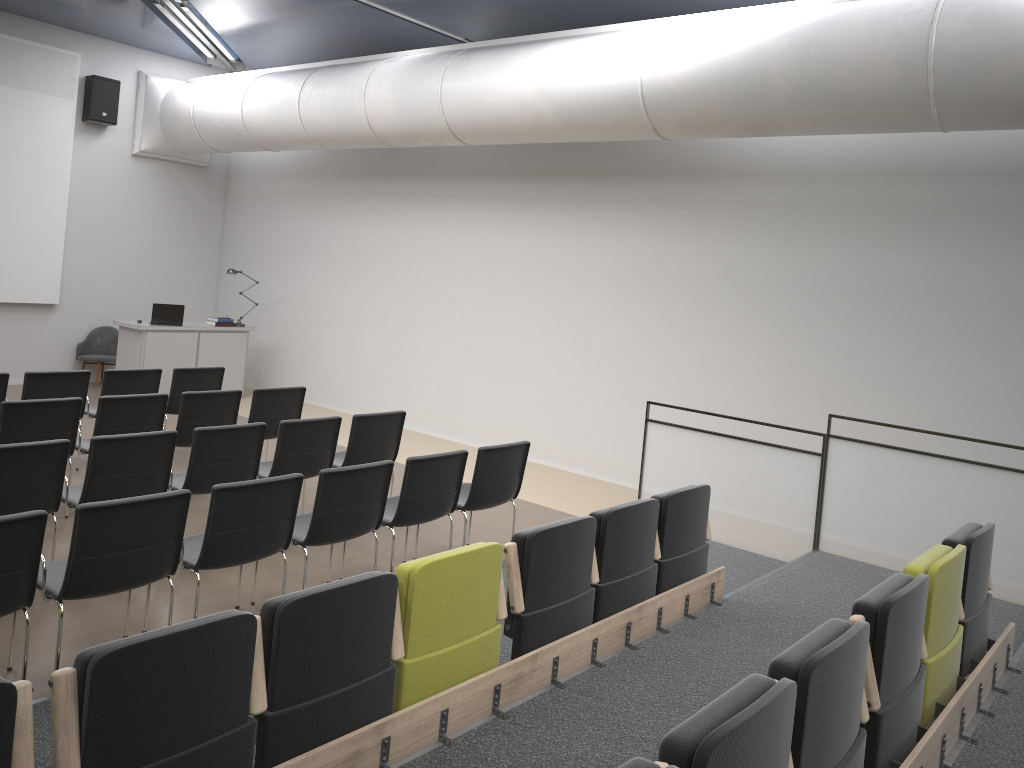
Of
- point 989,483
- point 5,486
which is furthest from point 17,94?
point 989,483

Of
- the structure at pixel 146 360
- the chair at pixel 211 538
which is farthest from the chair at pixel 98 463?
the structure at pixel 146 360

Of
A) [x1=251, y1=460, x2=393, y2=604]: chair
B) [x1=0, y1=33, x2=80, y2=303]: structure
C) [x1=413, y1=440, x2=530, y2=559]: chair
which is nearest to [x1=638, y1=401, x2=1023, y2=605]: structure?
[x1=413, y1=440, x2=530, y2=559]: chair

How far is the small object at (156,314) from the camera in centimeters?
1140cm

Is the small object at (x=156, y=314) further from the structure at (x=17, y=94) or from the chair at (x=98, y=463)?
the chair at (x=98, y=463)

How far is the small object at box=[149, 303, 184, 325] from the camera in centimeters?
1140cm

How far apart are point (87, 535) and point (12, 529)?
0.34m

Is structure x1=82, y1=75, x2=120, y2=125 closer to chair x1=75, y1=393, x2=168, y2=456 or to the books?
the books

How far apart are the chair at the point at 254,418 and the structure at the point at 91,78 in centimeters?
639cm

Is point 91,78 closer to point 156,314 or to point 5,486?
point 156,314
